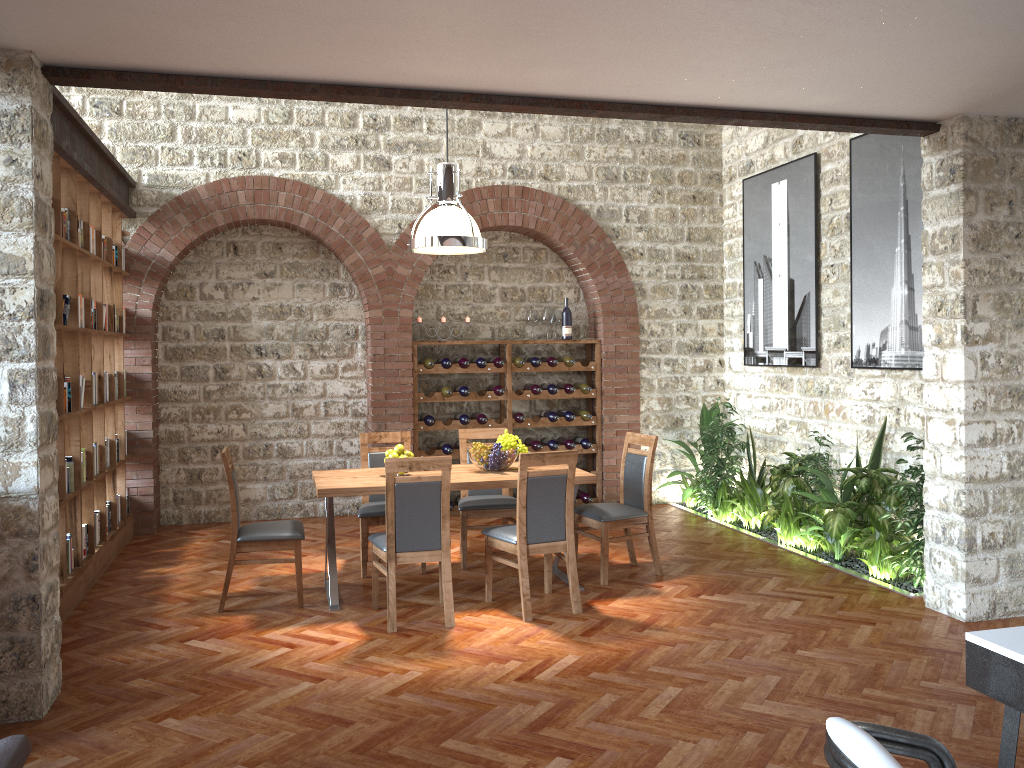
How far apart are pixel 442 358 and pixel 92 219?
3.4 meters

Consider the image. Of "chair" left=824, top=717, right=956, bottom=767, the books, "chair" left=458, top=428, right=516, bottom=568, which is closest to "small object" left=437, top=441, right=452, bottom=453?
"chair" left=458, top=428, right=516, bottom=568

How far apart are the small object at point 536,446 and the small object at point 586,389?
0.7m

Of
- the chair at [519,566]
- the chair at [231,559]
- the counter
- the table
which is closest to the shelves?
the table

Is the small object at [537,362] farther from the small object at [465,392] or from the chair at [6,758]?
the chair at [6,758]

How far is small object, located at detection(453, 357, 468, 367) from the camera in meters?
8.5 m

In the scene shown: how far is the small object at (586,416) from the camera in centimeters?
891cm

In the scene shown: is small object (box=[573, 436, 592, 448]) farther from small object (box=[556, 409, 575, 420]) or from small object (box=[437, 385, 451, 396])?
small object (box=[437, 385, 451, 396])

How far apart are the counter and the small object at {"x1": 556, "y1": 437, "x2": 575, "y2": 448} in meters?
6.8

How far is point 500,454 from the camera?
5.97m
